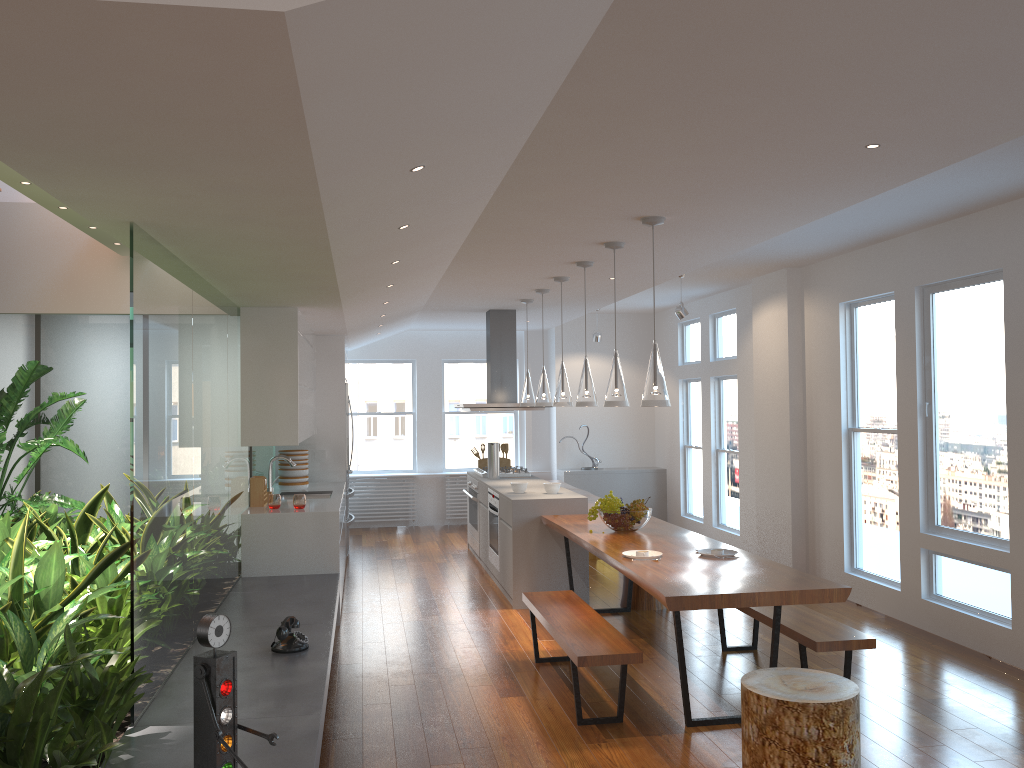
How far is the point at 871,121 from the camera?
3.1m

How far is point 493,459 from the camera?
8.6m

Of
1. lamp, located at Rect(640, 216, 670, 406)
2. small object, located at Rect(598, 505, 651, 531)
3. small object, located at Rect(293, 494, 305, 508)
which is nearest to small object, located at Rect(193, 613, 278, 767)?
lamp, located at Rect(640, 216, 670, 406)

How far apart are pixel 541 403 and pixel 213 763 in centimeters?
502cm

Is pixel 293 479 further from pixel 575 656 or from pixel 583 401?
pixel 575 656

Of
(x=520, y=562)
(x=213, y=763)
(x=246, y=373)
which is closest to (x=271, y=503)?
(x=246, y=373)

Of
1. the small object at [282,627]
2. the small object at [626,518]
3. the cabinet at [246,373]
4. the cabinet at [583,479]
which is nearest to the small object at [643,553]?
the small object at [626,518]

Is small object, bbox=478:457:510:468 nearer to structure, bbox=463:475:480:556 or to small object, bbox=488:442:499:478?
structure, bbox=463:475:480:556

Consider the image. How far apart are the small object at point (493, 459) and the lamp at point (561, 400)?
2.01m

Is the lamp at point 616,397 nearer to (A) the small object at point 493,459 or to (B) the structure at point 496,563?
(B) the structure at point 496,563
